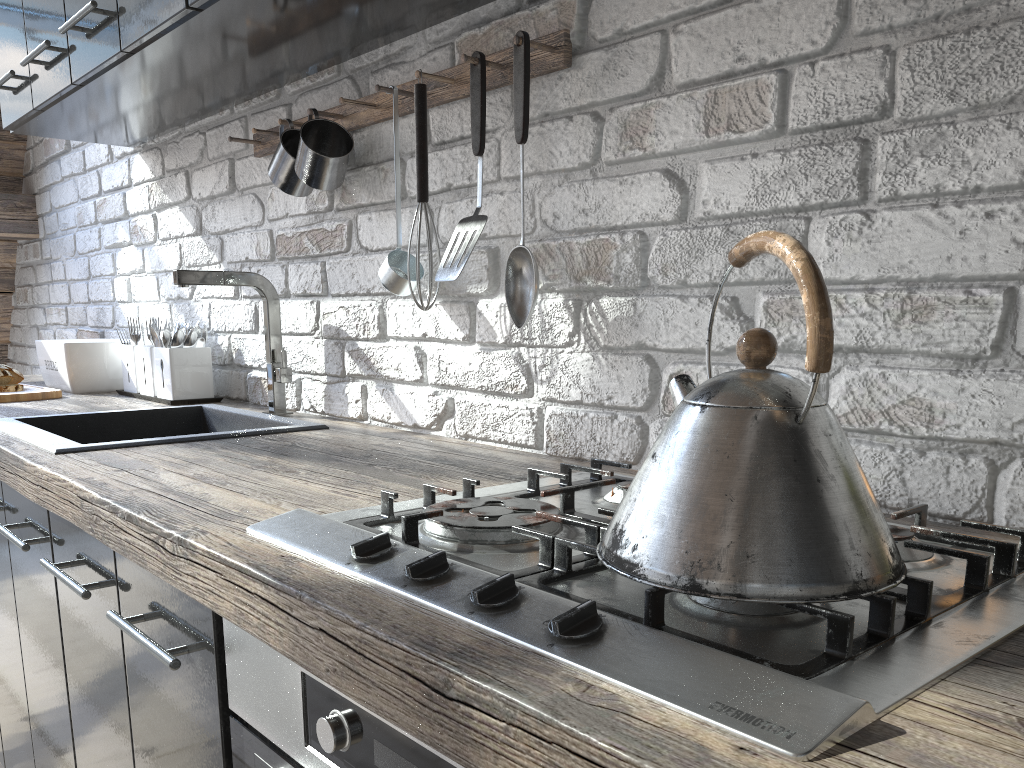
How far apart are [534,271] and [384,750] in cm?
71

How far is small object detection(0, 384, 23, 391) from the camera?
2.2 meters

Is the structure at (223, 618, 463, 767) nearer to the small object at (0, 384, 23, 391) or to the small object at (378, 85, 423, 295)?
the small object at (378, 85, 423, 295)

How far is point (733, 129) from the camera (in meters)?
1.04

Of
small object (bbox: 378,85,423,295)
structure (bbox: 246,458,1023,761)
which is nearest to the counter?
structure (bbox: 246,458,1023,761)

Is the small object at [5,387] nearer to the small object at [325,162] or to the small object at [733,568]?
the small object at [325,162]

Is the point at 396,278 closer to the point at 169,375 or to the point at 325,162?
the point at 325,162

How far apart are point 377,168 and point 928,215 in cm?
100

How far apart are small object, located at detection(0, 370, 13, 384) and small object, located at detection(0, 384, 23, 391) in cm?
4

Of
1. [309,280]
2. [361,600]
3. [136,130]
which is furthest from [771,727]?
[136,130]
